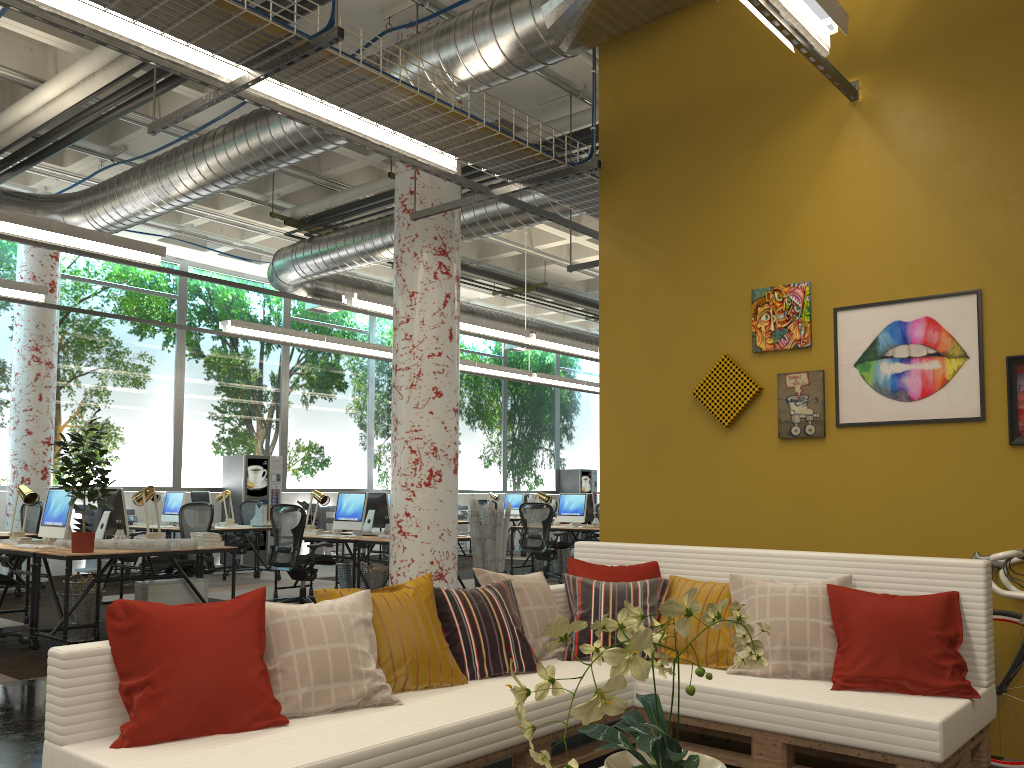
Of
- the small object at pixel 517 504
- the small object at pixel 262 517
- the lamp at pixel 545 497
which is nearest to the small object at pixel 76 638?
the small object at pixel 262 517

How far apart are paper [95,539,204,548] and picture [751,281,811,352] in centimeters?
453cm

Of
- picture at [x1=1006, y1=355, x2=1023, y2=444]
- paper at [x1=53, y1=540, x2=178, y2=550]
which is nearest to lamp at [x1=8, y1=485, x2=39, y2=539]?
paper at [x1=53, y1=540, x2=178, y2=550]

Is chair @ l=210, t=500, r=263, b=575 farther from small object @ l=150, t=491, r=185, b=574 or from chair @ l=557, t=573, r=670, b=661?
chair @ l=557, t=573, r=670, b=661

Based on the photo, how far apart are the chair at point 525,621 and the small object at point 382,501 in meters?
6.1 m

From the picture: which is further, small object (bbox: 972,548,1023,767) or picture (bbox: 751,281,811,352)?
picture (bbox: 751,281,811,352)

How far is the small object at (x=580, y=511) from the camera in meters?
12.5 m

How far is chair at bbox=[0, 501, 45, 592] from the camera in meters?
10.8

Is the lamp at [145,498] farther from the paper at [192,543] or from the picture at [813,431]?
the picture at [813,431]

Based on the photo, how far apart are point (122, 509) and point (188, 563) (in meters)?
0.80
